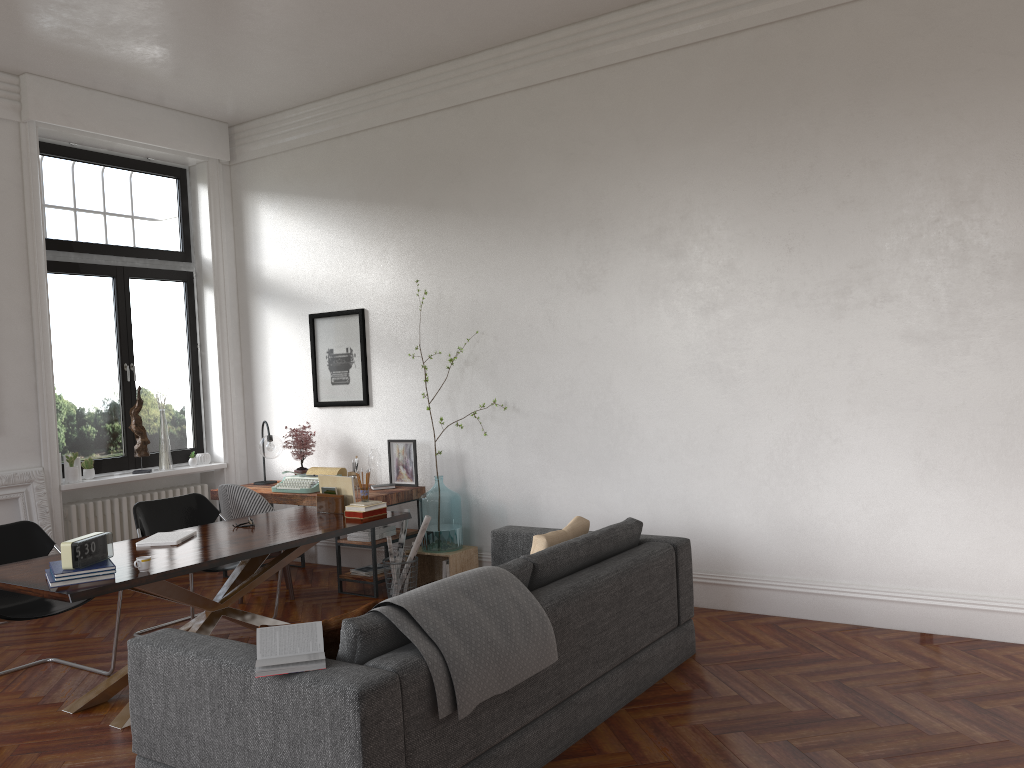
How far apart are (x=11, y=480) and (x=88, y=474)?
0.73m

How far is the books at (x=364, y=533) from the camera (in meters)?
6.54

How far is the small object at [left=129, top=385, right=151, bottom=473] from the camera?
7.46m

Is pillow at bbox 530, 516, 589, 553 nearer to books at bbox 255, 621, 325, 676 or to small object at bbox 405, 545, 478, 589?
books at bbox 255, 621, 325, 676

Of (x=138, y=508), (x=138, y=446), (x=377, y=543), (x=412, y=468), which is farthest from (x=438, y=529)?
(x=138, y=446)

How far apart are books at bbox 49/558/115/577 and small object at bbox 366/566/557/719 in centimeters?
151cm

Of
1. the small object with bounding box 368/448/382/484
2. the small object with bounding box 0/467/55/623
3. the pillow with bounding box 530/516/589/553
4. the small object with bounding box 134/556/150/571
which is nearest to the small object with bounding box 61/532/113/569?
the small object with bounding box 134/556/150/571

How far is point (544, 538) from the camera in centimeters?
433cm

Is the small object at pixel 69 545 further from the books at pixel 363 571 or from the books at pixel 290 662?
the books at pixel 363 571

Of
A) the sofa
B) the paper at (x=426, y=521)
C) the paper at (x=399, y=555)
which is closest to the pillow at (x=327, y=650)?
the sofa
